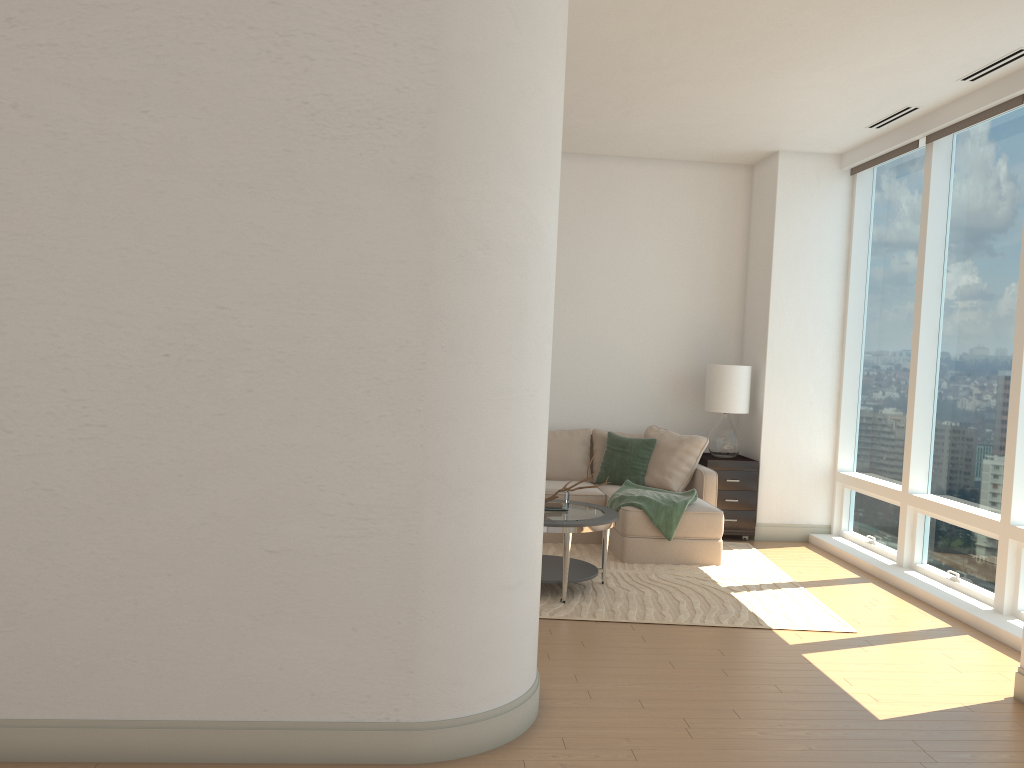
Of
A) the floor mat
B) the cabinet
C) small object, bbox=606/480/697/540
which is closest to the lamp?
the cabinet

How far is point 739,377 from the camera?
7.7m

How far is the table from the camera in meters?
5.5

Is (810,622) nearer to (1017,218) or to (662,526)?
(662,526)

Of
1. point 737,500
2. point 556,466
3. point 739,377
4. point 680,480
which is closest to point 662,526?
point 680,480

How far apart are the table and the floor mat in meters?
0.1 m

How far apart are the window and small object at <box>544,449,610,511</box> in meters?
2.5 m

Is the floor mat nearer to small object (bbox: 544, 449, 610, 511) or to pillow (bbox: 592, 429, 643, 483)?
small object (bbox: 544, 449, 610, 511)

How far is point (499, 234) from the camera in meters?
A: 3.3

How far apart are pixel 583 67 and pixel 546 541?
3.7 meters
